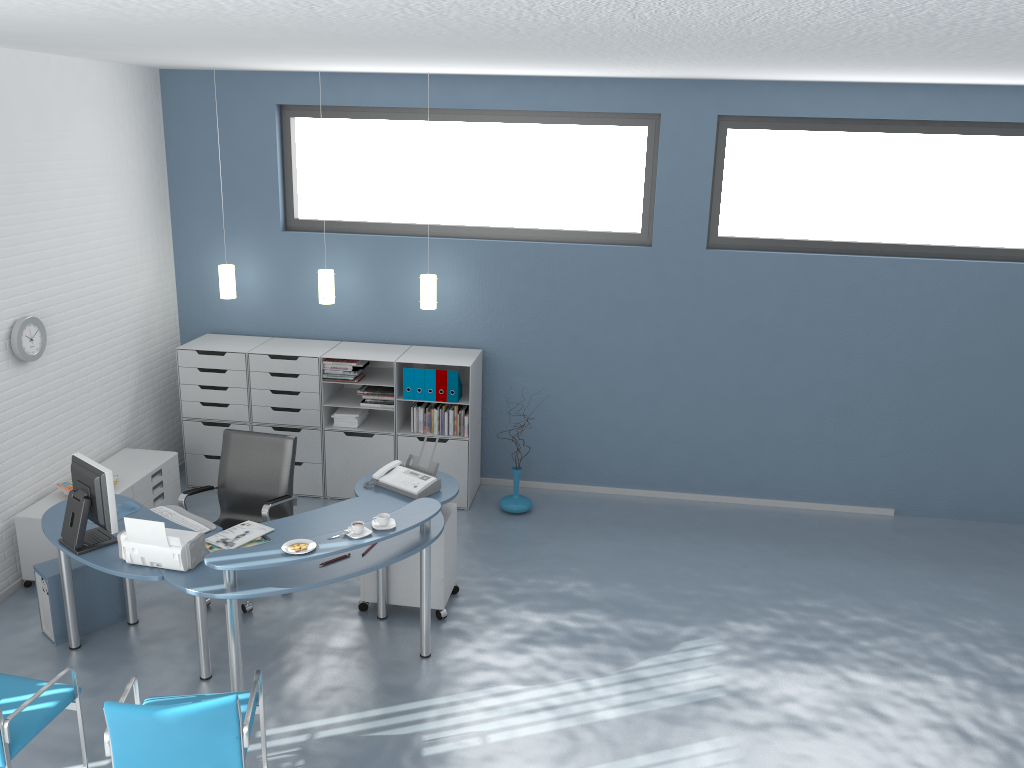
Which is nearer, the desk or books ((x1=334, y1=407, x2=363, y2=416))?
the desk

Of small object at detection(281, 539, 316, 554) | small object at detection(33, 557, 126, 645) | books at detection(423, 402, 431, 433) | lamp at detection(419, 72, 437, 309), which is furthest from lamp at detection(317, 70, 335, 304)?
small object at detection(281, 539, 316, 554)

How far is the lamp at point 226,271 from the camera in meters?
6.8

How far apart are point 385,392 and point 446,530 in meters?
1.8

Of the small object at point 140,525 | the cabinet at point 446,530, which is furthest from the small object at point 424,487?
the small object at point 140,525

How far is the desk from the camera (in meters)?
4.07

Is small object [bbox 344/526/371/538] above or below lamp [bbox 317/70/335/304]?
below

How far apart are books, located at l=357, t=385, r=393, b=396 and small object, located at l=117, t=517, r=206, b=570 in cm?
254

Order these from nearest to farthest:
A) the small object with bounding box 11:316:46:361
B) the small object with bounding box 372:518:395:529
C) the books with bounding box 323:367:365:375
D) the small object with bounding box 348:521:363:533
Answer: the small object with bounding box 348:521:363:533, the small object with bounding box 372:518:395:529, the small object with bounding box 11:316:46:361, the books with bounding box 323:367:365:375

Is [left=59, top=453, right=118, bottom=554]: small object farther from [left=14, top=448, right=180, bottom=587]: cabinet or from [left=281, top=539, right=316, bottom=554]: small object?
[left=14, top=448, right=180, bottom=587]: cabinet
